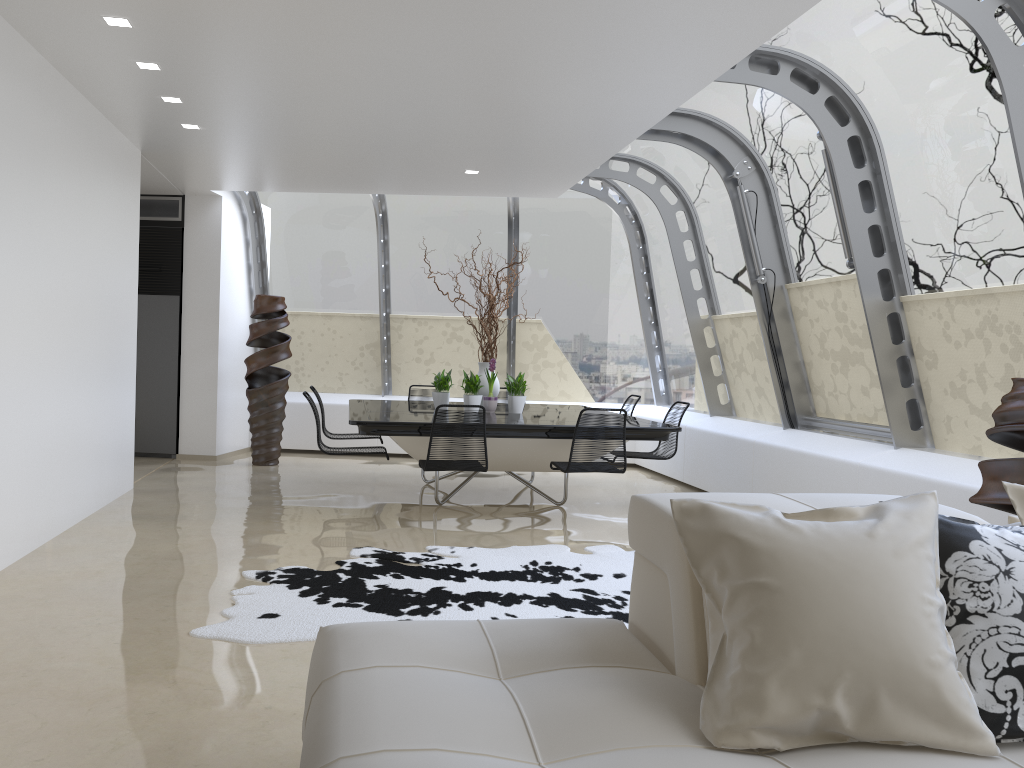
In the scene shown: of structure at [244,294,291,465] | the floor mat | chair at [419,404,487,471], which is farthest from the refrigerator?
the floor mat

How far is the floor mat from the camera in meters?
4.1 m

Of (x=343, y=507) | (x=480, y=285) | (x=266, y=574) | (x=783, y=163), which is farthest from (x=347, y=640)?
(x=783, y=163)

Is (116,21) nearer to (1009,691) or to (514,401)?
(514,401)

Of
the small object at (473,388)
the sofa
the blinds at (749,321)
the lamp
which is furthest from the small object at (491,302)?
the sofa

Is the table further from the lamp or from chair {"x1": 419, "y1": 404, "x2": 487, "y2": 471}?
the lamp

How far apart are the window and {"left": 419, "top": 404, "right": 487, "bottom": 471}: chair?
2.7m

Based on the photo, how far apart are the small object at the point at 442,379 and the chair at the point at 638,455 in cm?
171

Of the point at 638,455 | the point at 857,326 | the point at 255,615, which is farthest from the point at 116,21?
the point at 857,326

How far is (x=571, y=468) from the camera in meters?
6.2
